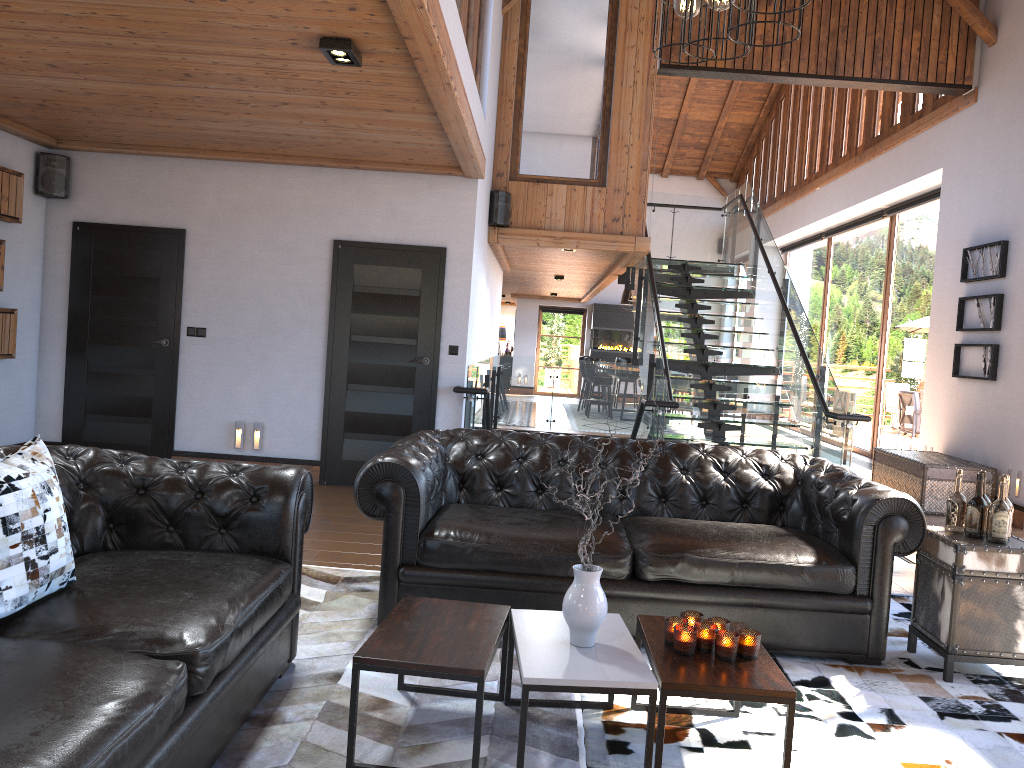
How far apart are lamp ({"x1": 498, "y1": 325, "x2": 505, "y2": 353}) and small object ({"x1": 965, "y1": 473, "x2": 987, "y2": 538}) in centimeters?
2223cm

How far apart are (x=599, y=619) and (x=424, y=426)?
4.7 meters

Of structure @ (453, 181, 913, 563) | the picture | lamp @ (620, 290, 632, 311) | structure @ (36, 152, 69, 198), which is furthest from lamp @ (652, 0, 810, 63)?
lamp @ (620, 290, 632, 311)

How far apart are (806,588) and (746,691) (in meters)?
1.38

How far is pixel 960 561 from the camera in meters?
3.7 m

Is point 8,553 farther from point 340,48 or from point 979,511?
point 979,511

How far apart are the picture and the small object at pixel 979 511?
5.0 meters

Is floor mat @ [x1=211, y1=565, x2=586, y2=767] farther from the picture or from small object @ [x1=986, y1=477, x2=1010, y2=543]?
the picture

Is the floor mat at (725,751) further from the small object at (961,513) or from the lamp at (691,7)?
the lamp at (691,7)

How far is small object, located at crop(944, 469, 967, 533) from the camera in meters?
3.9 m
